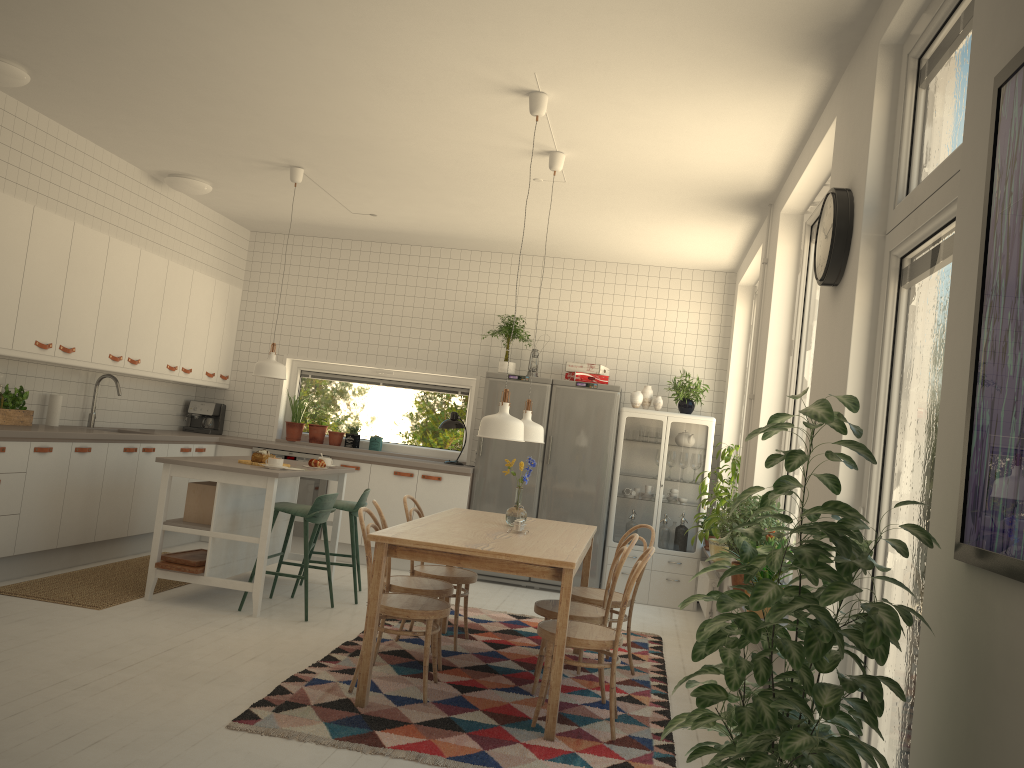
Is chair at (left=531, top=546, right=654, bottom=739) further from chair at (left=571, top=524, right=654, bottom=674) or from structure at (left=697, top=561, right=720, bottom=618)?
structure at (left=697, top=561, right=720, bottom=618)

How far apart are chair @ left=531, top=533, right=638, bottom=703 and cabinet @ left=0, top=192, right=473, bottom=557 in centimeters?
294cm

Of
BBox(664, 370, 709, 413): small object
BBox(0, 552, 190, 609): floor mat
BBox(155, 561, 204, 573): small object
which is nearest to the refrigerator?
BBox(664, 370, 709, 413): small object

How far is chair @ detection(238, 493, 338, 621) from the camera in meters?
5.4

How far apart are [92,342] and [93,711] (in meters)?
3.52

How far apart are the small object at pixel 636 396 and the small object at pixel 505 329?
1.1 meters

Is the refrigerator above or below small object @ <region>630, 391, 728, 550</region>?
below

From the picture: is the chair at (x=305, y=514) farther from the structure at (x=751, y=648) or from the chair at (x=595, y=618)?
the structure at (x=751, y=648)

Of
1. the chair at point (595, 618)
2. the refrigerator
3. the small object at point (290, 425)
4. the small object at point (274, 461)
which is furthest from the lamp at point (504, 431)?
the small object at point (290, 425)

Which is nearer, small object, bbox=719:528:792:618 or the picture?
the picture
